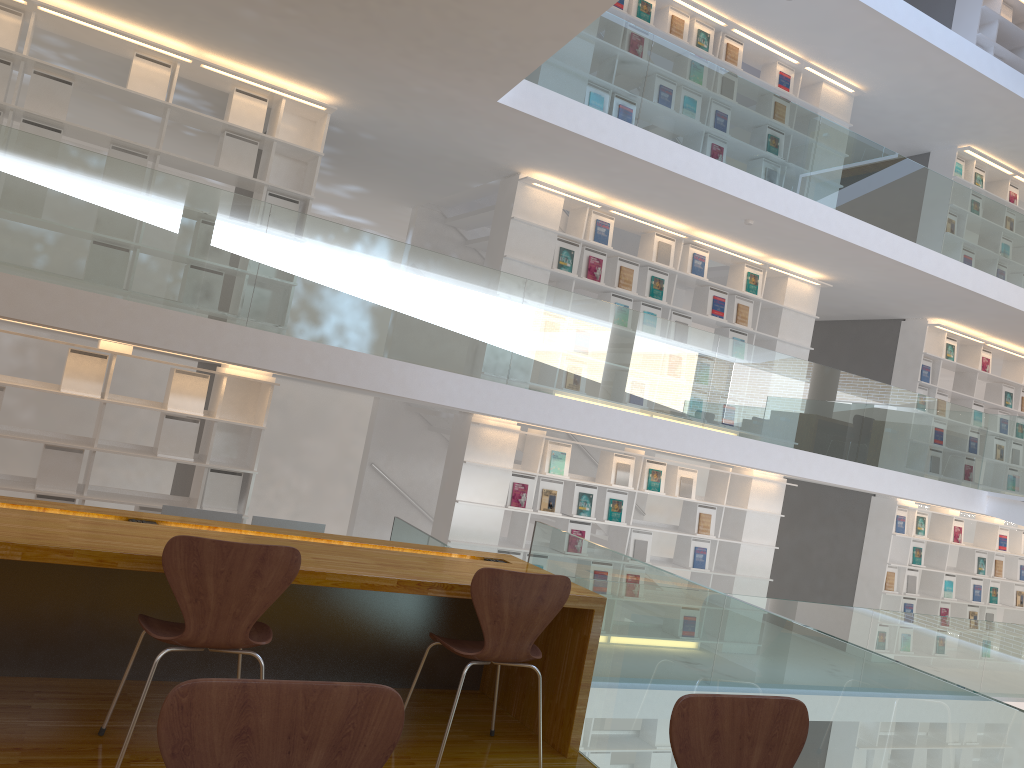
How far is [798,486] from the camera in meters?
11.2 m

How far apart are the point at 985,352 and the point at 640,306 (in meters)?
5.21

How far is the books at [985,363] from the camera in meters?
10.6 m

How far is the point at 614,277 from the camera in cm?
794

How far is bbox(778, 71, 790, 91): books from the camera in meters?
8.8 m

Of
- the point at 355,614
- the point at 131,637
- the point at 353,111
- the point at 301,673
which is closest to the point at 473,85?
the point at 353,111

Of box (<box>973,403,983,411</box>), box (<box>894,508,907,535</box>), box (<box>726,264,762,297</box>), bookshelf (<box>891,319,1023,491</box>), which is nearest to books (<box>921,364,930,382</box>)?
bookshelf (<box>891,319,1023,491</box>)

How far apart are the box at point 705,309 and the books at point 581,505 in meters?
2.1 m

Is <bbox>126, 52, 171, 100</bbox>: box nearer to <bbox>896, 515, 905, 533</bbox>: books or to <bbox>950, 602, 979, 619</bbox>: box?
<bbox>896, 515, 905, 533</bbox>: books

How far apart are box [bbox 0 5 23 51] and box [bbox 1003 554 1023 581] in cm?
1187
